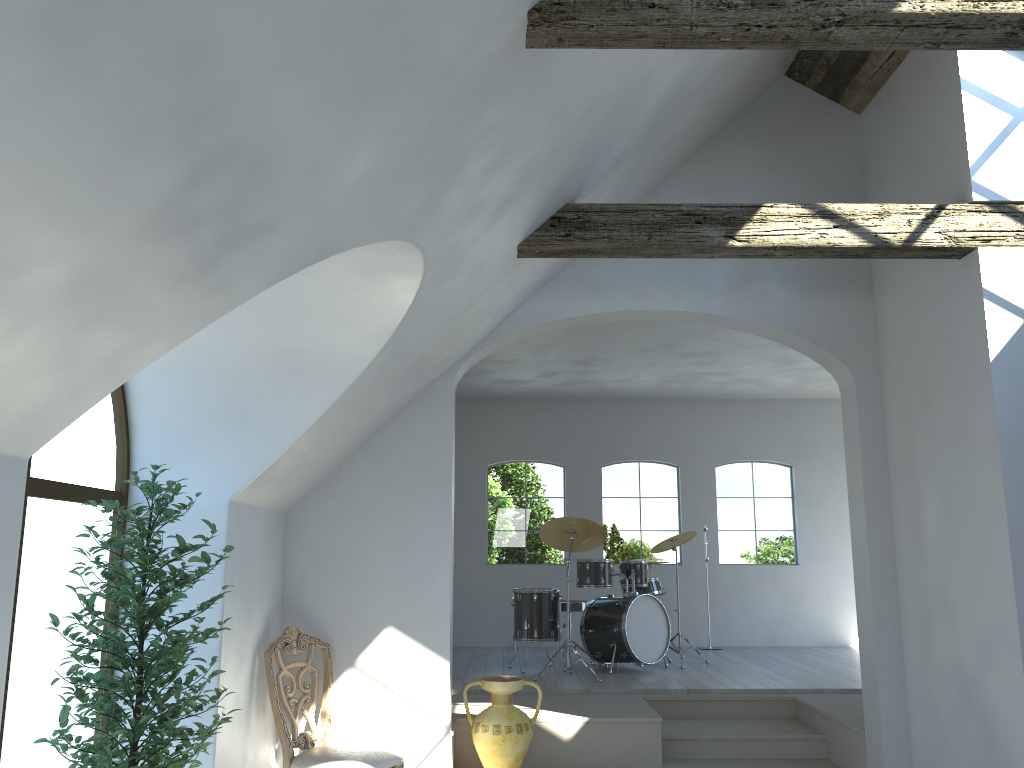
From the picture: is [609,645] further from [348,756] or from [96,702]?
[96,702]

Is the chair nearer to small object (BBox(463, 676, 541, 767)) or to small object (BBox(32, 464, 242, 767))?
small object (BBox(463, 676, 541, 767))

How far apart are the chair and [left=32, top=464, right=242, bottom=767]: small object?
1.0m

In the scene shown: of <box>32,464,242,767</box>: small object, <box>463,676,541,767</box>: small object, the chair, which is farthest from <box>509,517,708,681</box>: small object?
<box>32,464,242,767</box>: small object

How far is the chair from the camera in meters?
4.7 m

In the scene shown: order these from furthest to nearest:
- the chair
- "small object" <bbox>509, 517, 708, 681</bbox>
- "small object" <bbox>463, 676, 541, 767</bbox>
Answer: "small object" <bbox>509, 517, 708, 681</bbox> → "small object" <bbox>463, 676, 541, 767</bbox> → the chair

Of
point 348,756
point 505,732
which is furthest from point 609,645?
point 348,756

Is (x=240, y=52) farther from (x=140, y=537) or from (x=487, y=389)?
(x=487, y=389)

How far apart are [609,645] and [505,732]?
2.68m

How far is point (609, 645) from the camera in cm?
804
